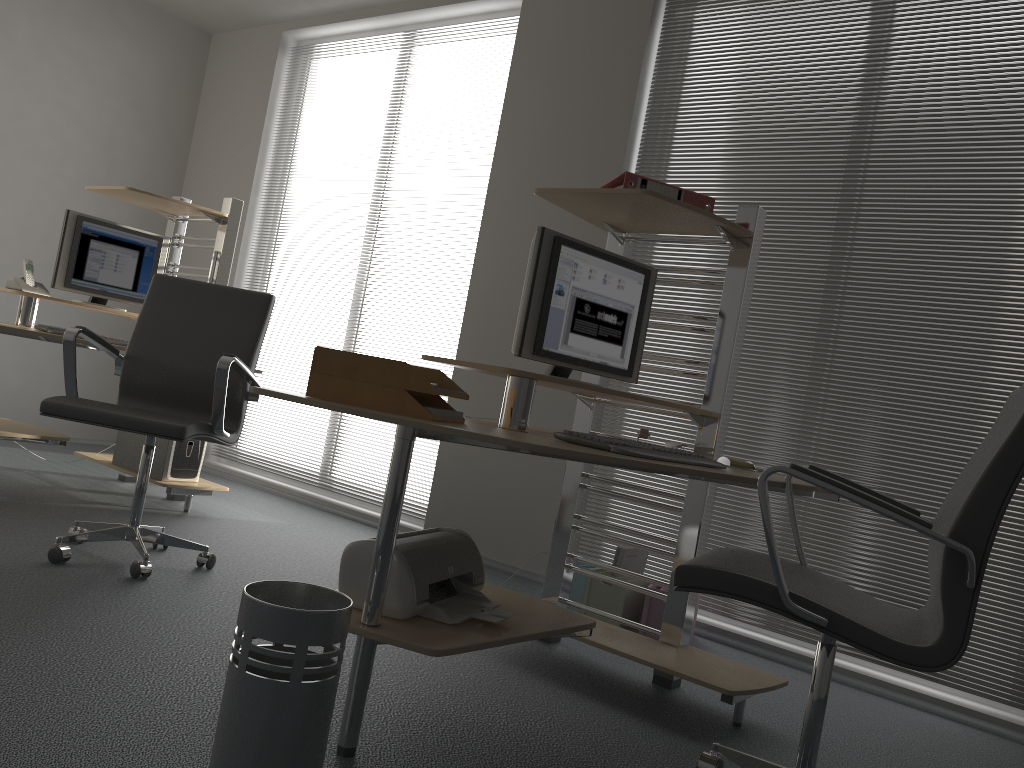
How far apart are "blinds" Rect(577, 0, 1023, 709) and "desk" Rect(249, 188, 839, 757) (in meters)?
0.87

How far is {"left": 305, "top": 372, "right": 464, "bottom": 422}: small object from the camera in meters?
1.9 m

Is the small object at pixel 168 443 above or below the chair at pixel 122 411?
below

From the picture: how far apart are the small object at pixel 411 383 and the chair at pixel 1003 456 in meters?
0.6 m

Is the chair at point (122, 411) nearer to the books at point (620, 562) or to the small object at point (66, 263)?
the small object at point (66, 263)

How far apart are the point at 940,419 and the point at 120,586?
2.9m

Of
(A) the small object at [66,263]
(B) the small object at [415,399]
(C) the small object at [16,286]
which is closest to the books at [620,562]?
(B) the small object at [415,399]

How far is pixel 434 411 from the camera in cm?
194

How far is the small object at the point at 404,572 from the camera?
2.0m

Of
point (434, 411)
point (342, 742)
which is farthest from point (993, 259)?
point (342, 742)
